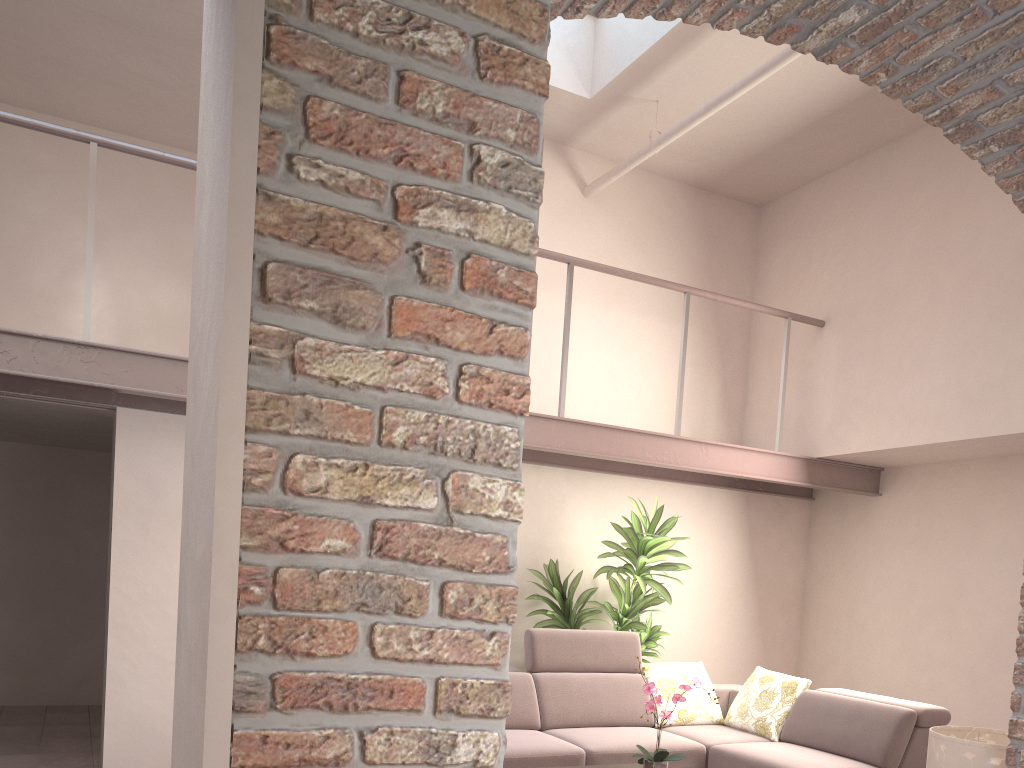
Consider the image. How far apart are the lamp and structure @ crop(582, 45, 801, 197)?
3.6m

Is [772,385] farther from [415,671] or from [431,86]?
[415,671]

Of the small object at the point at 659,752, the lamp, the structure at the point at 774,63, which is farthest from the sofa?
the structure at the point at 774,63

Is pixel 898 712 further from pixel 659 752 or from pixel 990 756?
pixel 990 756

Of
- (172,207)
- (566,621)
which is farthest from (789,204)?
(172,207)

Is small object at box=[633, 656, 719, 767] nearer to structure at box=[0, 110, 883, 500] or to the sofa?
the sofa

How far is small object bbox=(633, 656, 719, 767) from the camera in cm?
383

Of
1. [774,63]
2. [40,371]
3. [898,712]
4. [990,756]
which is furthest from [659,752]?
[774,63]

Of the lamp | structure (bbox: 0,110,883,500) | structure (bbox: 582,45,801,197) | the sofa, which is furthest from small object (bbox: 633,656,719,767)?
structure (bbox: 582,45,801,197)

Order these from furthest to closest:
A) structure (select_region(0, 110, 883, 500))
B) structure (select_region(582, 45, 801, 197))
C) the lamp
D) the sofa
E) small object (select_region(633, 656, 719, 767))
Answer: the sofa → structure (select_region(582, 45, 801, 197)) → structure (select_region(0, 110, 883, 500)) → small object (select_region(633, 656, 719, 767)) → the lamp
